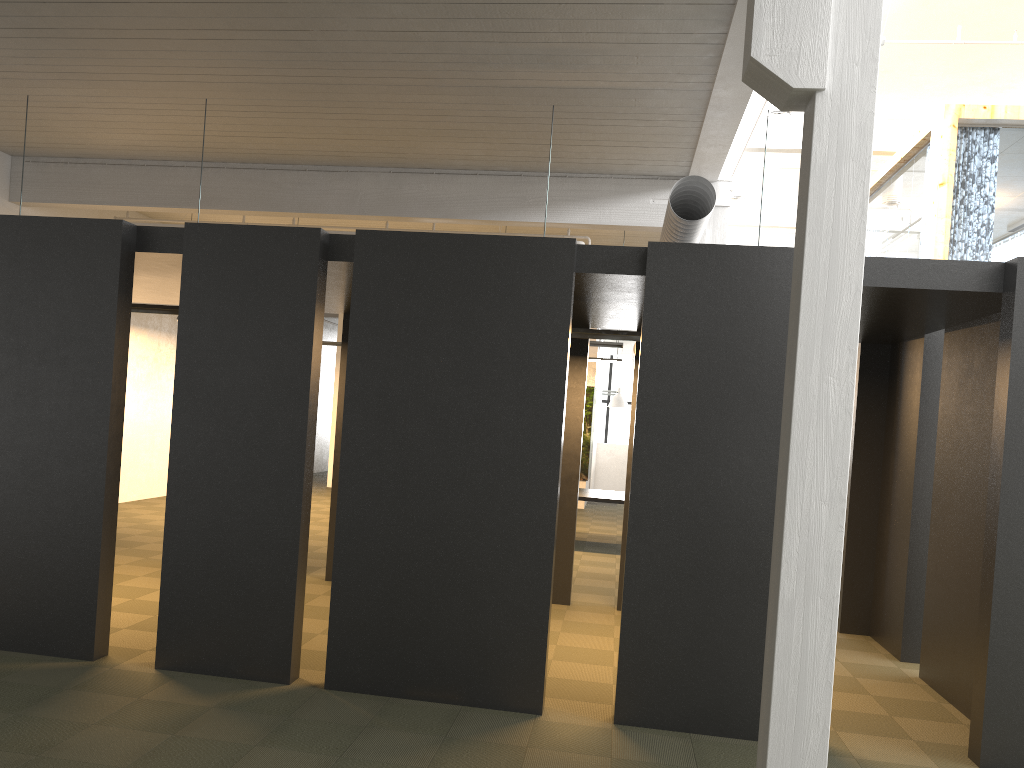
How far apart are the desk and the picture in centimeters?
515cm

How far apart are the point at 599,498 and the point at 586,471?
6.1m

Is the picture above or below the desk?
above

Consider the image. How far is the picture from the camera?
18.3m

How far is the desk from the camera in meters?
12.1 m

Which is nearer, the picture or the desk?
the desk

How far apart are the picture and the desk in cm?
515

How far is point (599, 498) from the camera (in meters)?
12.14

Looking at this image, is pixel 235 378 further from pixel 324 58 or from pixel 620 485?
pixel 620 485
